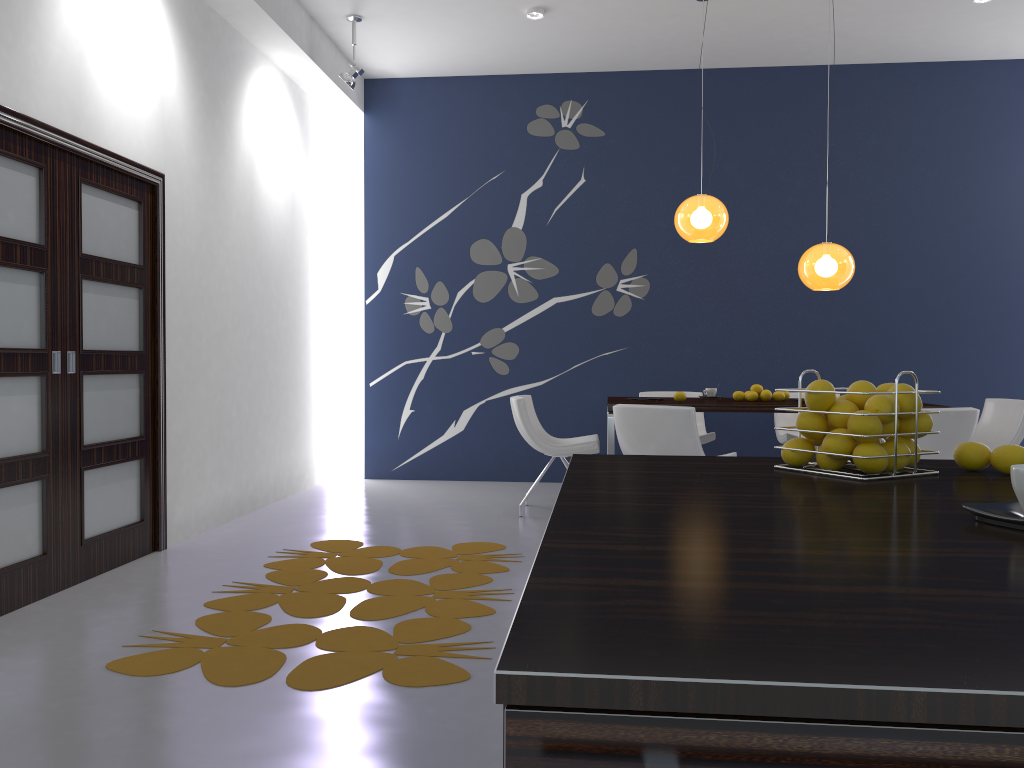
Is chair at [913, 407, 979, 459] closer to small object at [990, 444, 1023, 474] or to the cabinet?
small object at [990, 444, 1023, 474]

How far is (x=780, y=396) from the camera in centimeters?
588cm

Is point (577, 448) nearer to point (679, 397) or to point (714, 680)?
point (679, 397)

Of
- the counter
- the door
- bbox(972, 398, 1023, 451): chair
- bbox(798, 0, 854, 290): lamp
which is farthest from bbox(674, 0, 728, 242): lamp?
the counter

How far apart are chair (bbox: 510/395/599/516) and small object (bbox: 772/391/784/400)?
1.23m

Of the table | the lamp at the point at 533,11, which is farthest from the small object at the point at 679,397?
the lamp at the point at 533,11

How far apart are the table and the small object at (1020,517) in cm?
437

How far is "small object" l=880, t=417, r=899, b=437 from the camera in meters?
1.5 m

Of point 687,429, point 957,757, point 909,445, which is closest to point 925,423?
point 909,445

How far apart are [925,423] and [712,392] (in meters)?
4.90
